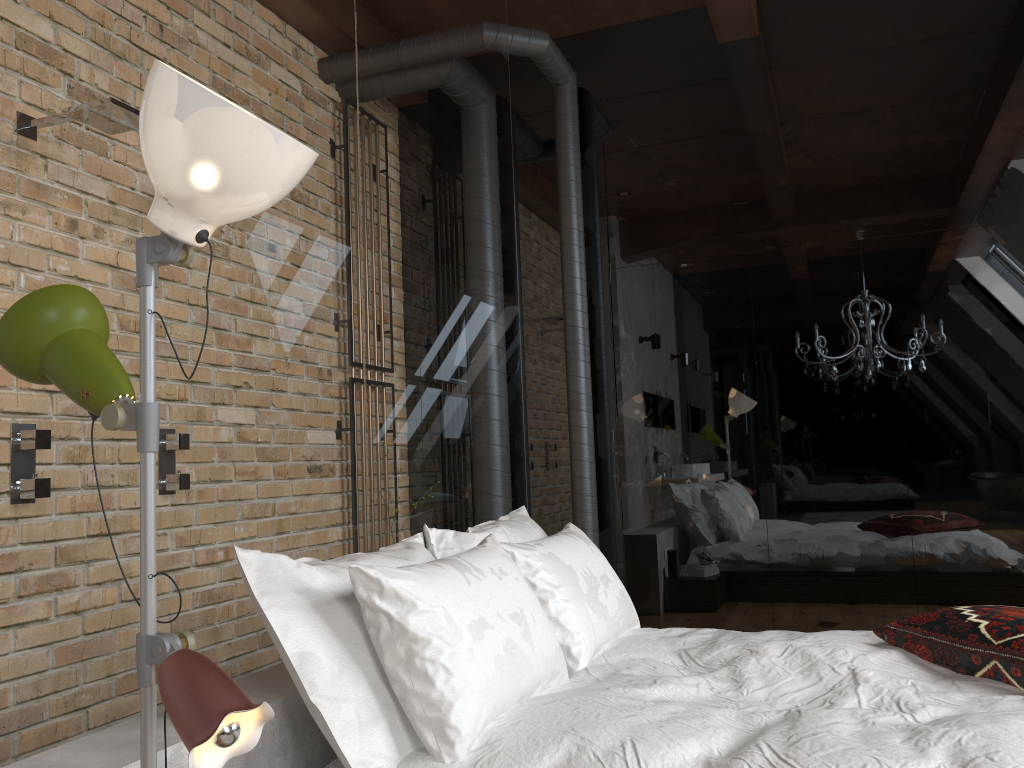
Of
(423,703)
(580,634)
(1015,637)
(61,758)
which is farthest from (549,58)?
(61,758)

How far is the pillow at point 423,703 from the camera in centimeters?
170cm

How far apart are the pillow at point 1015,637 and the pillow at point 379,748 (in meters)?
1.08

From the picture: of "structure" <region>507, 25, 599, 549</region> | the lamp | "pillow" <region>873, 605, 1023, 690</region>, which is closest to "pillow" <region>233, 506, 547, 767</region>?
the lamp

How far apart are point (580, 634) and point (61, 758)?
1.3m

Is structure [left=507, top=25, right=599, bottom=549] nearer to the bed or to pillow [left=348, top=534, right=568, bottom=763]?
the bed

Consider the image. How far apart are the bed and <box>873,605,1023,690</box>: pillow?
0.0m

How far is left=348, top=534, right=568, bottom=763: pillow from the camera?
1.7 meters

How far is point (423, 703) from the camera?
1.7 meters

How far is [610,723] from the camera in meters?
1.8 m
